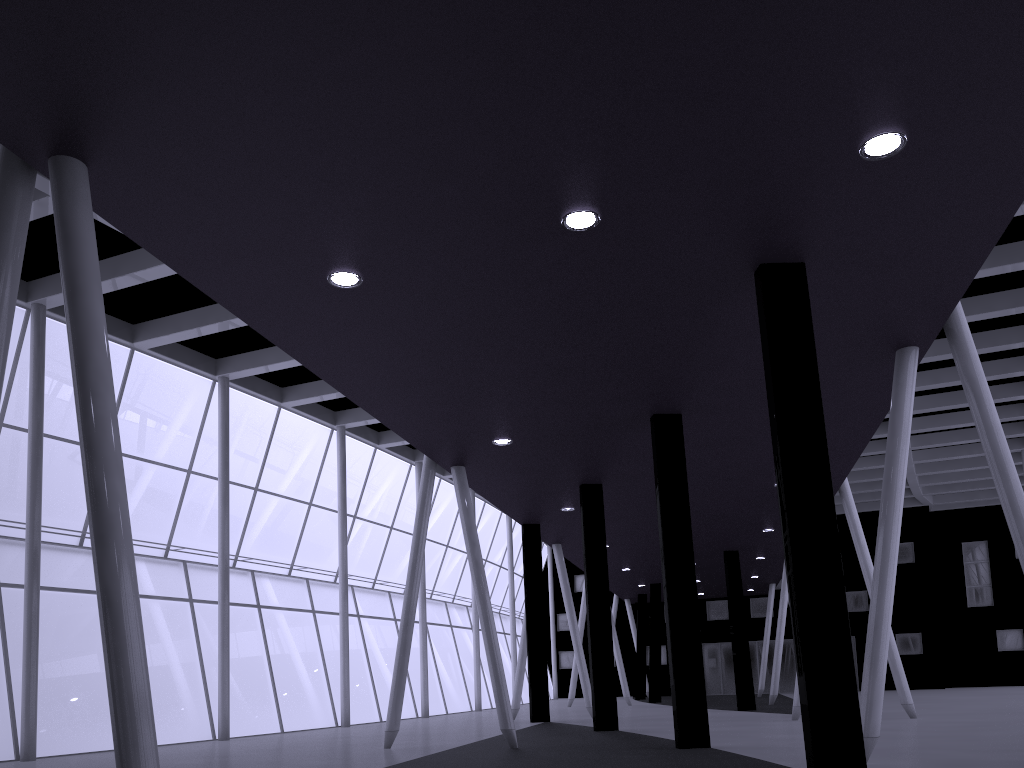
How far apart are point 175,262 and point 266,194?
2.5m

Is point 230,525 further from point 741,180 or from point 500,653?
point 741,180
